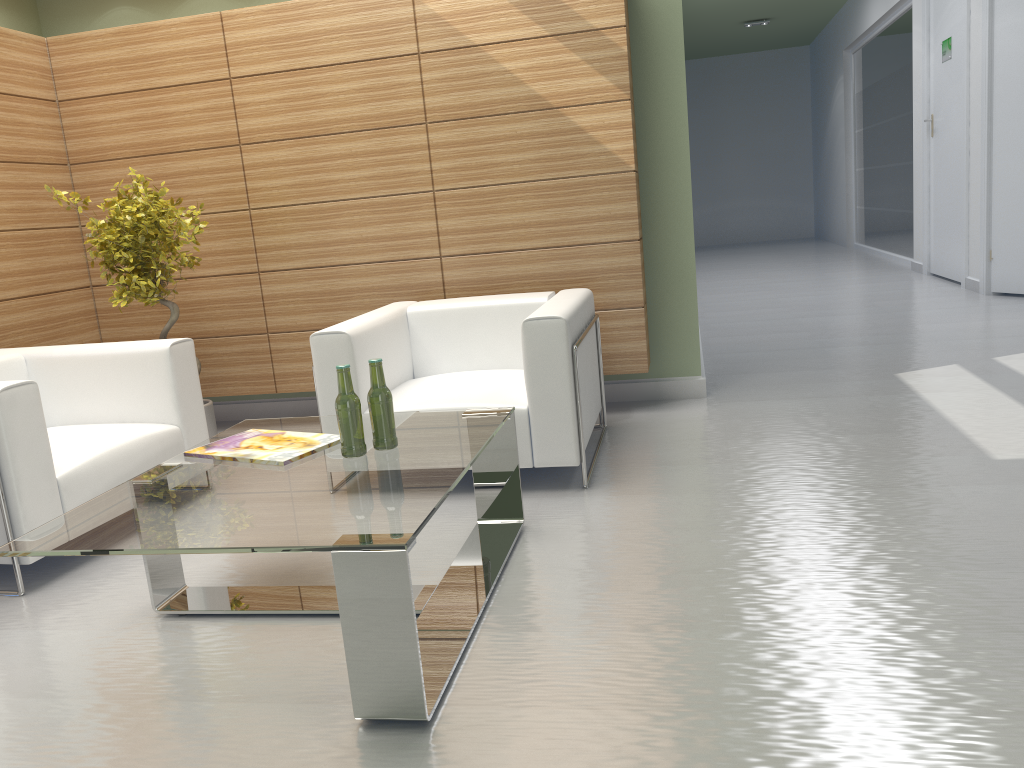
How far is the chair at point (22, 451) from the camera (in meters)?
5.07

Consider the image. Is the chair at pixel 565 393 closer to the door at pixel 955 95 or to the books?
the books

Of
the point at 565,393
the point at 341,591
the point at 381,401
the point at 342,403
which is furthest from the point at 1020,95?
the point at 341,591

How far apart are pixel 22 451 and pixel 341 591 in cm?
278

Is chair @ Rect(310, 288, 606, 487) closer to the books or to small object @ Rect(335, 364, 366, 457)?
the books

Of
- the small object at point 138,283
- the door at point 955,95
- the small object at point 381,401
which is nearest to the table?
the small object at point 381,401

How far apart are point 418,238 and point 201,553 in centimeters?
506cm

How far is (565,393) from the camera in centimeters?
591cm

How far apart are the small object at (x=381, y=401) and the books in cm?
33

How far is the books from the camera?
4.61m
